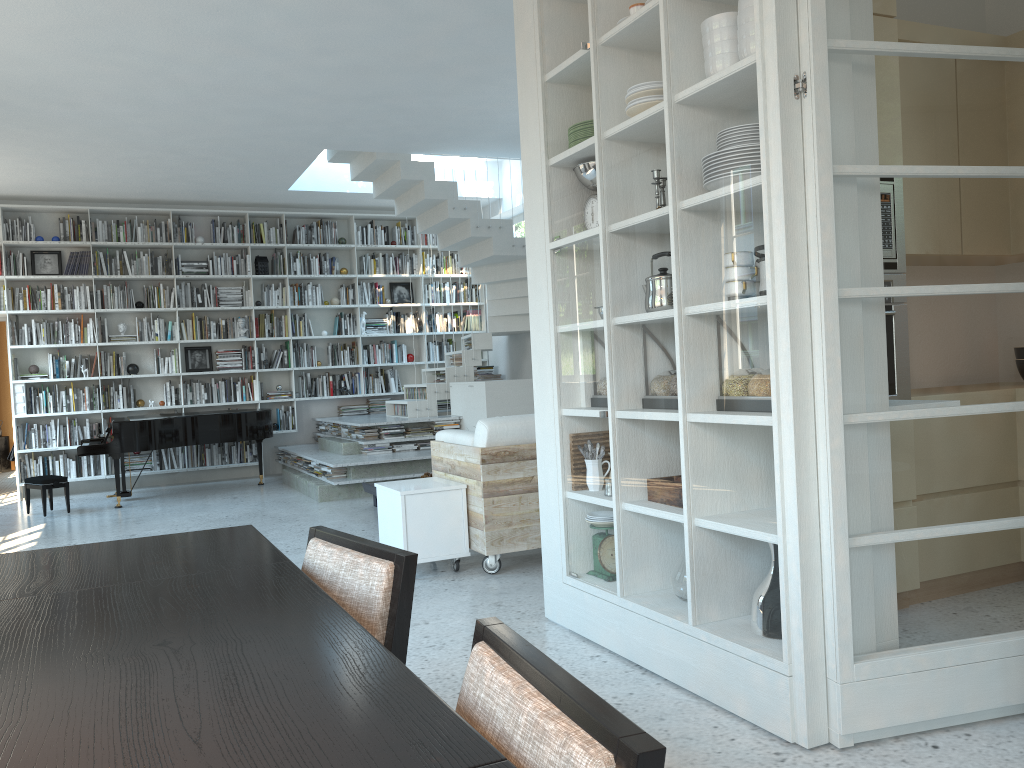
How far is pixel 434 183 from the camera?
8.6m

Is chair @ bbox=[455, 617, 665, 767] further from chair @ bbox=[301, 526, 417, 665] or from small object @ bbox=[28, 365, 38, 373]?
small object @ bbox=[28, 365, 38, 373]

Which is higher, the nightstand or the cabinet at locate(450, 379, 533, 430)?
the cabinet at locate(450, 379, 533, 430)

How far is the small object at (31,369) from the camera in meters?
9.5

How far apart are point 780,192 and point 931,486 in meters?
0.9 m

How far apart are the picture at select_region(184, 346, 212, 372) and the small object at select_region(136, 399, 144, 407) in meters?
0.6

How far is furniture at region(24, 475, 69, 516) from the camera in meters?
8.0 m

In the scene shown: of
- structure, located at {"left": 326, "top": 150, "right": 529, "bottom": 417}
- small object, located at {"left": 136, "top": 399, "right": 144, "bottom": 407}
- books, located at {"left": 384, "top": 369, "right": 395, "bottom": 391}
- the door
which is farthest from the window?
the door

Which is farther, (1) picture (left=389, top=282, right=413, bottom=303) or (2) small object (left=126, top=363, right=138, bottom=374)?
(1) picture (left=389, top=282, right=413, bottom=303)

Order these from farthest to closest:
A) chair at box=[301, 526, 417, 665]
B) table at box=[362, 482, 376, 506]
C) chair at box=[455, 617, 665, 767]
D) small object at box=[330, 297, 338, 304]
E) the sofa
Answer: small object at box=[330, 297, 338, 304] → table at box=[362, 482, 376, 506] → the sofa → chair at box=[301, 526, 417, 665] → chair at box=[455, 617, 665, 767]
